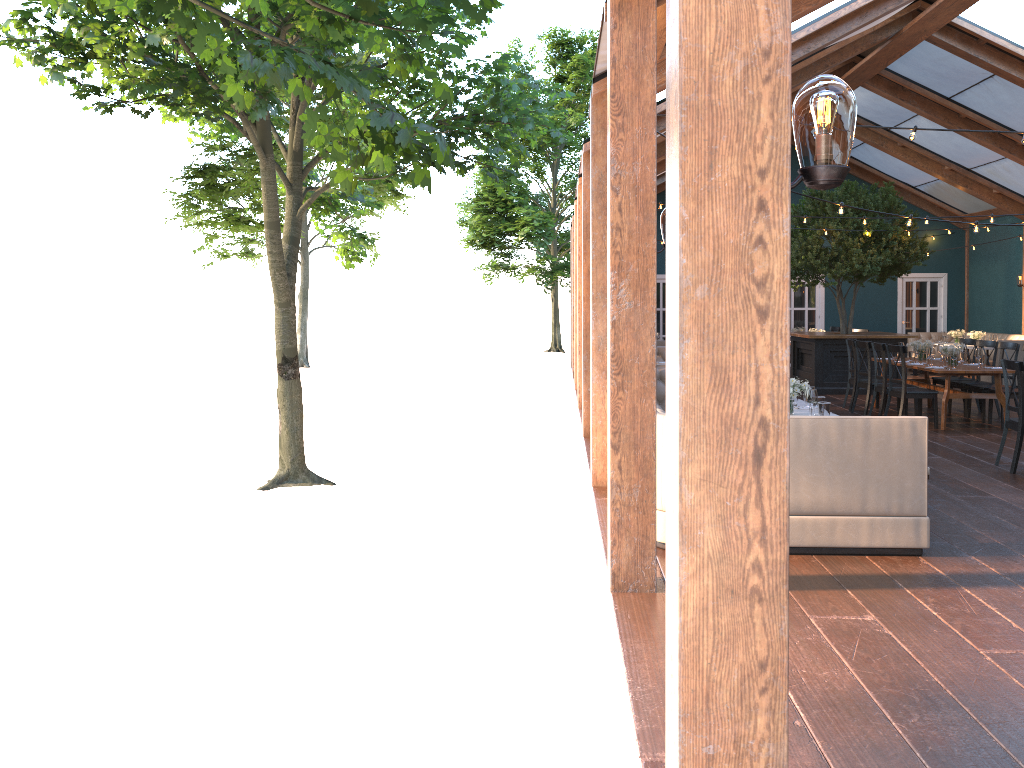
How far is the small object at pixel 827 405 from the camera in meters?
6.4

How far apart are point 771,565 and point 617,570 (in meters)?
2.88

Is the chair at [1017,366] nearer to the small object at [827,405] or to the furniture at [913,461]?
the small object at [827,405]

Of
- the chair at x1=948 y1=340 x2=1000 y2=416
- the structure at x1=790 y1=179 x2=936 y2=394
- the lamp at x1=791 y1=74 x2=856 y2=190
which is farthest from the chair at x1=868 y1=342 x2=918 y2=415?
the lamp at x1=791 y1=74 x2=856 y2=190

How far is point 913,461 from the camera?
5.5m

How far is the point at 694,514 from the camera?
2.0 meters

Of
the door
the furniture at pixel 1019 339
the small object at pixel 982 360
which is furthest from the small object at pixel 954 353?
the door

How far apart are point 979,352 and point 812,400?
5.7 meters

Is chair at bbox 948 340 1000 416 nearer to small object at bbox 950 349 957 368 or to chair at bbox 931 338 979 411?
chair at bbox 931 338 979 411

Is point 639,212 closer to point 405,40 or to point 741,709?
point 405,40
